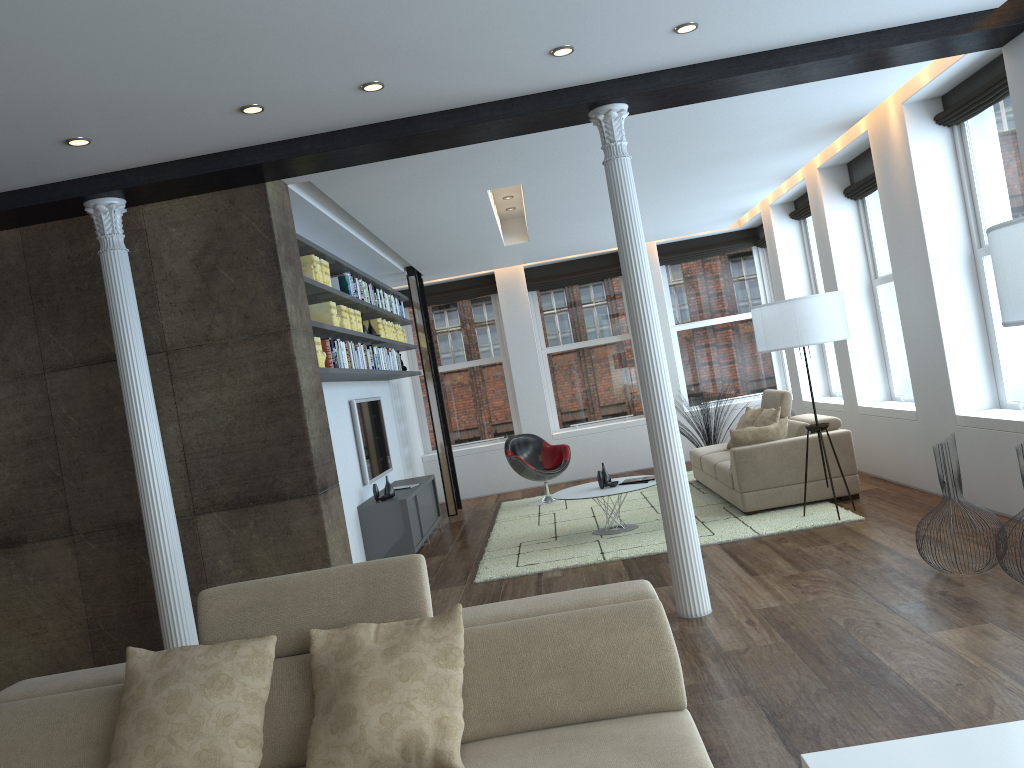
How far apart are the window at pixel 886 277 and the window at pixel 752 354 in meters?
3.7

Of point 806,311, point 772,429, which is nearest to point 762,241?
point 772,429

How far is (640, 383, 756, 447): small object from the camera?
10.7m

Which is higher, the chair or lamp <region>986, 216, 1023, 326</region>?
lamp <region>986, 216, 1023, 326</region>

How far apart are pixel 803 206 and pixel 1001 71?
4.1 meters

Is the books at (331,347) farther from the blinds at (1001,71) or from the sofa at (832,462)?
the blinds at (1001,71)

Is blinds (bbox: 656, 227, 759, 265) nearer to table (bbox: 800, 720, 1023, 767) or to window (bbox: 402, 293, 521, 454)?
window (bbox: 402, 293, 521, 454)

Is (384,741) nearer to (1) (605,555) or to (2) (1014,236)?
(2) (1014,236)

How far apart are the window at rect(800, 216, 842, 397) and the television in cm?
506

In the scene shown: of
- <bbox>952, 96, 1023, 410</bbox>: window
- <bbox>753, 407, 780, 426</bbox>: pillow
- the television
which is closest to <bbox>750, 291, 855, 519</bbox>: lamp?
<bbox>952, 96, 1023, 410</bbox>: window
